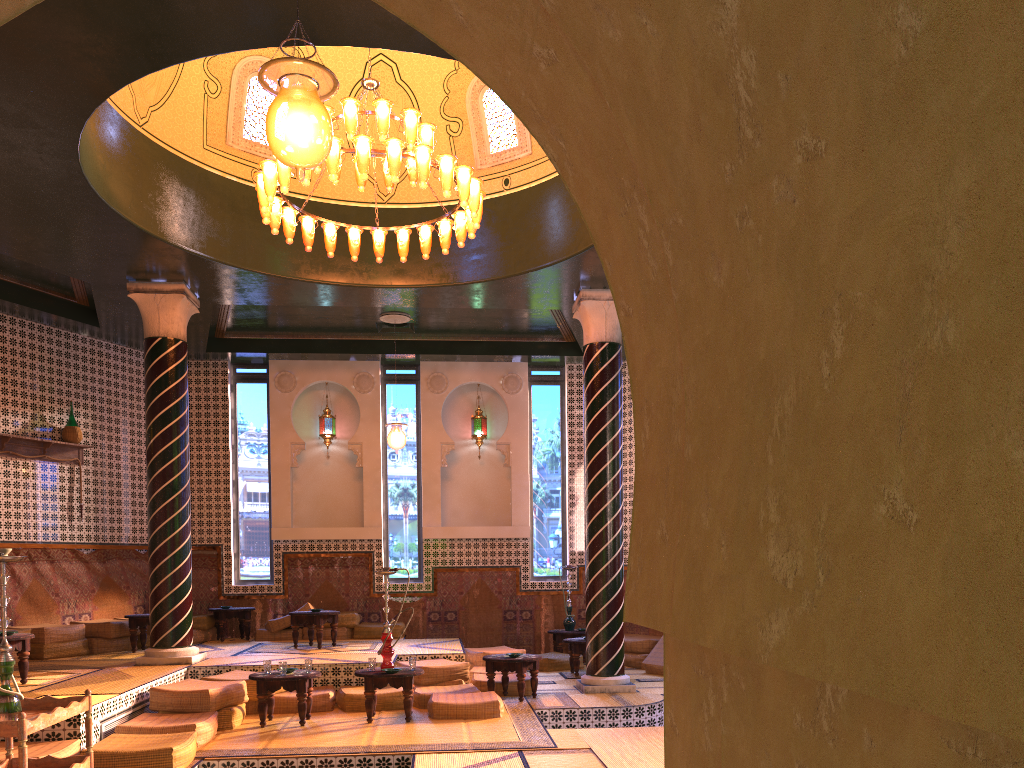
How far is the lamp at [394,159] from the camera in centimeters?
894cm

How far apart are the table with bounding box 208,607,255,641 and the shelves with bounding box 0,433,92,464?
3.45m

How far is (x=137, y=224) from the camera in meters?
10.5

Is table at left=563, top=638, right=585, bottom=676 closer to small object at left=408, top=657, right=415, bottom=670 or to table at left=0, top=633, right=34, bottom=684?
small object at left=408, top=657, right=415, bottom=670

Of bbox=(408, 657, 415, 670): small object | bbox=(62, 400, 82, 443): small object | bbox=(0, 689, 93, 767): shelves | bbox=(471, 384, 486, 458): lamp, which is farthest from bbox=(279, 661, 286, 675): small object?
bbox=(471, 384, 486, 458): lamp

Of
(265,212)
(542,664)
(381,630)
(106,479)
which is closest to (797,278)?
(265,212)

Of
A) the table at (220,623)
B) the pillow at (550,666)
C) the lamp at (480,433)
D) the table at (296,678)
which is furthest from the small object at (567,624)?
the table at (296,678)

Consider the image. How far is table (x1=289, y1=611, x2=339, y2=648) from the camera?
13.5m

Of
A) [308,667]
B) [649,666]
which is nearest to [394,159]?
[308,667]

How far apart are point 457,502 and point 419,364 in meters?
2.8
